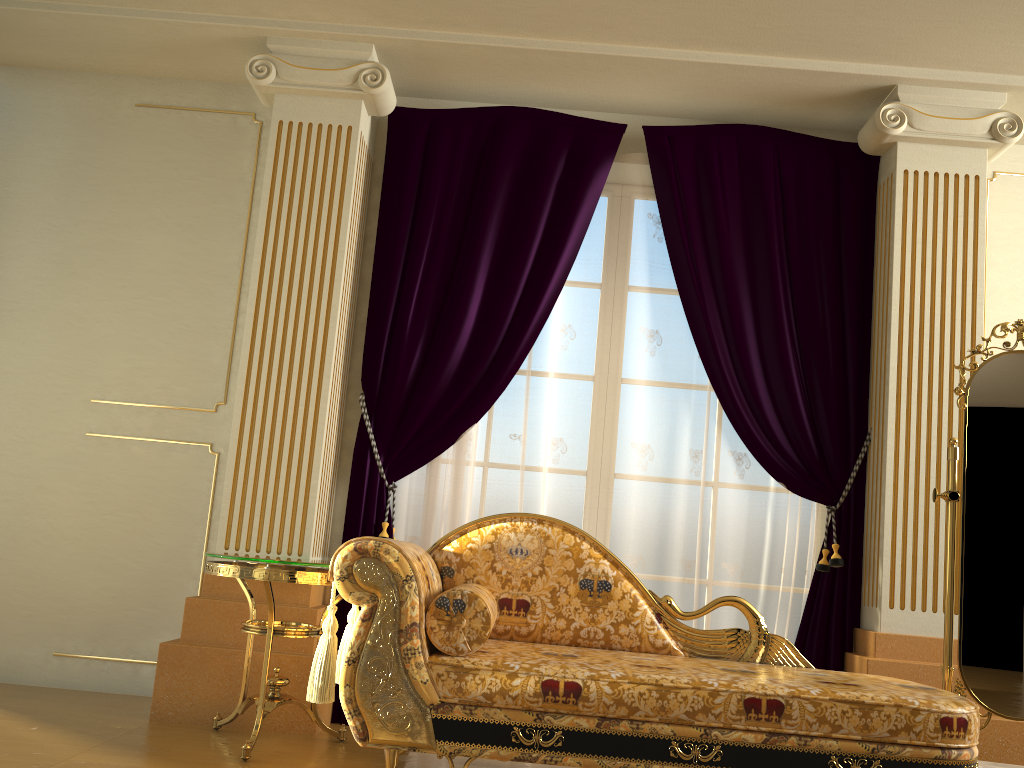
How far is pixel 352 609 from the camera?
2.74m

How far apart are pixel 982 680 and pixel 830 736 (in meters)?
0.97

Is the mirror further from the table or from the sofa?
the table

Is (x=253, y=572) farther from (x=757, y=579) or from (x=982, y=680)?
(x=982, y=680)

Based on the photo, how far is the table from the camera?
2.8 meters

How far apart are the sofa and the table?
0.20m

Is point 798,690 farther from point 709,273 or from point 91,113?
point 91,113

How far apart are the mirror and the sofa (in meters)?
0.35

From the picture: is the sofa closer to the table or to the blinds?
the table

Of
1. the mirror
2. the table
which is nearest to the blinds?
the table
